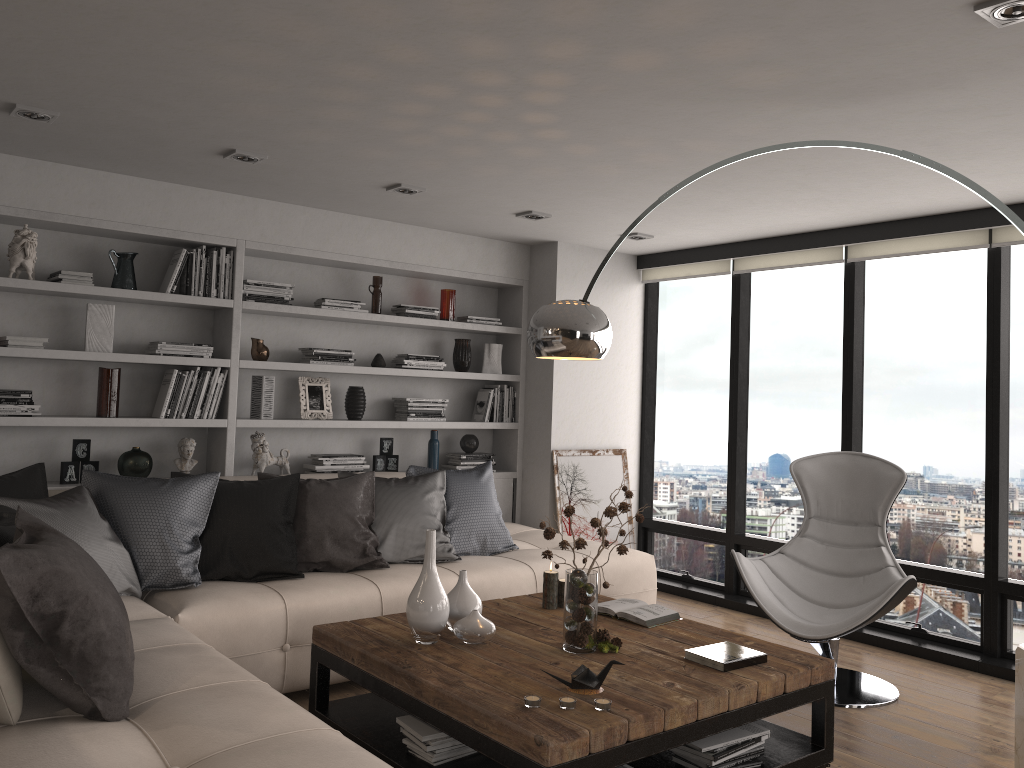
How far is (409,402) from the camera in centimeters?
587cm

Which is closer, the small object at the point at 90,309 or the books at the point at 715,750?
the books at the point at 715,750

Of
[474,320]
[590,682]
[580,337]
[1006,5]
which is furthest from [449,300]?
[1006,5]

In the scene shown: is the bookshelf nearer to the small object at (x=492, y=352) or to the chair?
the small object at (x=492, y=352)

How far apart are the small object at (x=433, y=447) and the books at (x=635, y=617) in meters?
2.5

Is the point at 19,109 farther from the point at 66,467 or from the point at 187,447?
the point at 187,447

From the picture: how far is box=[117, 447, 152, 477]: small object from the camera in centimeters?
475cm

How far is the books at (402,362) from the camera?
5.8 meters

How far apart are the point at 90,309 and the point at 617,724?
3.6 meters

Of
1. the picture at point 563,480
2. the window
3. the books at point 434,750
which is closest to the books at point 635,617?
the books at point 434,750
